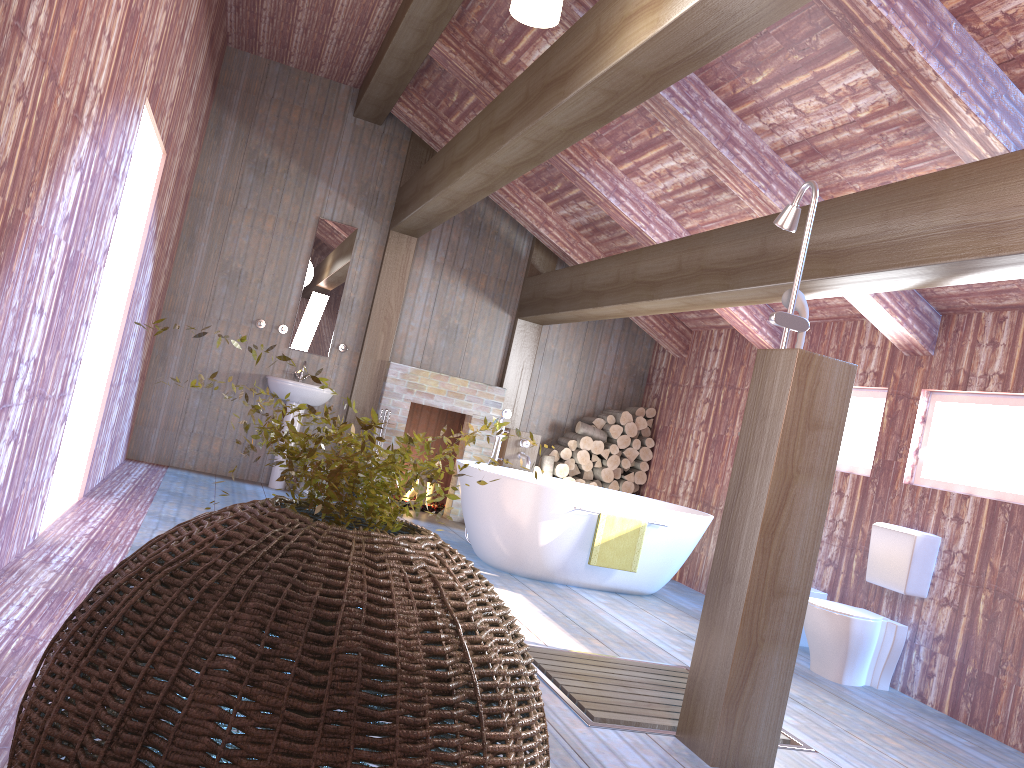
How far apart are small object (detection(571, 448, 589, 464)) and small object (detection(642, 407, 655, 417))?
0.8m

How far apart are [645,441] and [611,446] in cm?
36

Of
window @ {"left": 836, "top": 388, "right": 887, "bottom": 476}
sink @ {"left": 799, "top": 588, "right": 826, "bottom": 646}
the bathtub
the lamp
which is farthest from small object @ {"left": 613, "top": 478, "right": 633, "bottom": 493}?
the lamp

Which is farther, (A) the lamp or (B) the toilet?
(B) the toilet

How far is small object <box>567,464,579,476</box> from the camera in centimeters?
839cm

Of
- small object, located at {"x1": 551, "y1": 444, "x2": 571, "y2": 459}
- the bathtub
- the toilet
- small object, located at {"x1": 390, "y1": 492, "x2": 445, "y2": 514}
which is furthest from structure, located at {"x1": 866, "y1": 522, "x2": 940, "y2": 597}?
small object, located at {"x1": 390, "y1": 492, "x2": 445, "y2": 514}

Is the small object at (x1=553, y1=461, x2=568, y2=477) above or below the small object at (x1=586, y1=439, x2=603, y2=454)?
below

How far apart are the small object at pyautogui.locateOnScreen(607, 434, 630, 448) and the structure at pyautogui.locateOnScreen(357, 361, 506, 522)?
1.2m

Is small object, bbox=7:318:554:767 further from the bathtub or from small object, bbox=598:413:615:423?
small object, bbox=598:413:615:423

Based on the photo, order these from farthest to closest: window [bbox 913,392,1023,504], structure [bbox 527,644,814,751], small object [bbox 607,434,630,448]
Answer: small object [bbox 607,434,630,448], window [bbox 913,392,1023,504], structure [bbox 527,644,814,751]
